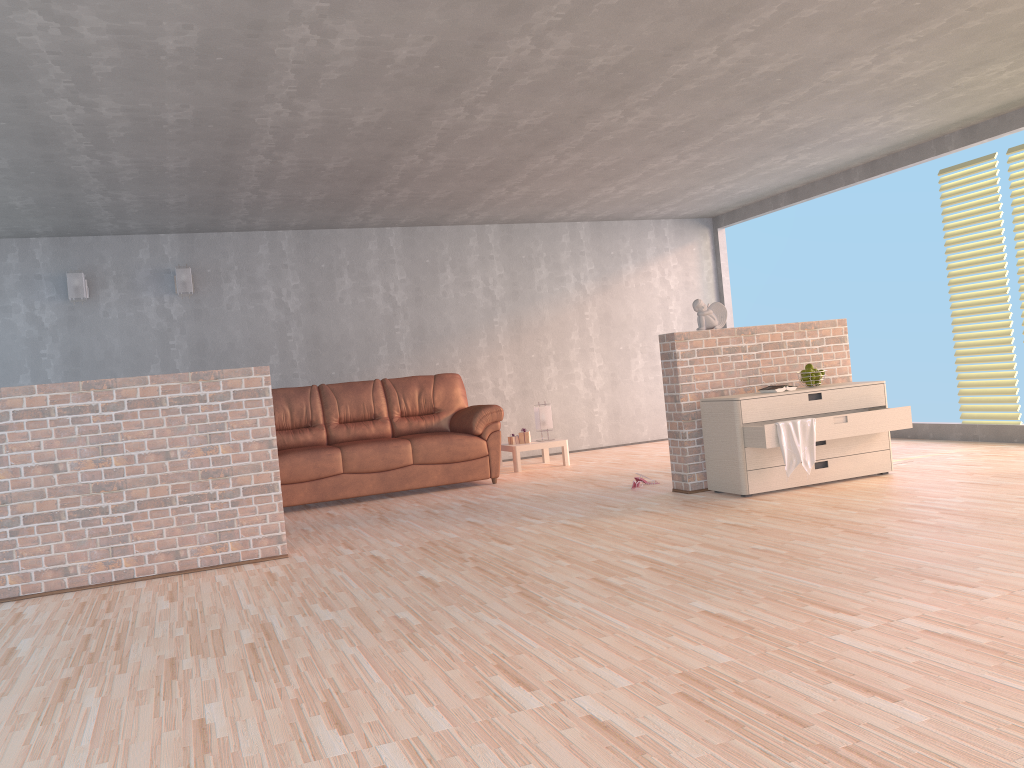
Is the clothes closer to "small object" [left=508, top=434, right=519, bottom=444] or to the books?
the books

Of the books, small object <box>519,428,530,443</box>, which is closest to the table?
small object <box>519,428,530,443</box>

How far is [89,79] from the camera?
4.22m

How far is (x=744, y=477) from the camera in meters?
5.4

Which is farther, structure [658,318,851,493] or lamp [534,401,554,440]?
lamp [534,401,554,440]

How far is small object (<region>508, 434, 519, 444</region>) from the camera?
8.28m

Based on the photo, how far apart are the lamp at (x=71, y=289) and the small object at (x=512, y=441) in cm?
397

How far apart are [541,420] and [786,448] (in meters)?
3.38

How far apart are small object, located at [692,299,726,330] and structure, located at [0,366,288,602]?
2.8m

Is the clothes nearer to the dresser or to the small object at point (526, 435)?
the dresser
